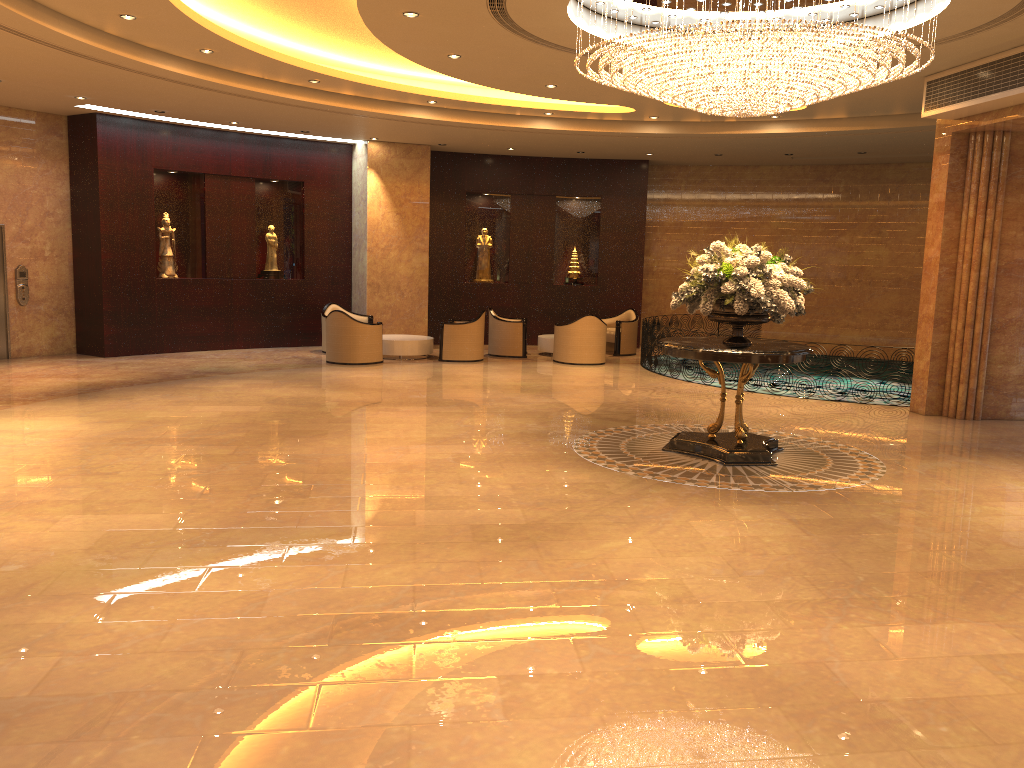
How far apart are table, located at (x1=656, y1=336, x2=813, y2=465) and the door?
11.1m

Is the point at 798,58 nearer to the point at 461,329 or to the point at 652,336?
the point at 652,336

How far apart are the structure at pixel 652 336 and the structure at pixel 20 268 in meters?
10.3

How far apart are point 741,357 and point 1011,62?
4.6 meters

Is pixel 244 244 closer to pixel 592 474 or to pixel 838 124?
pixel 838 124

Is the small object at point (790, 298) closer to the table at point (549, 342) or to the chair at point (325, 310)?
the table at point (549, 342)

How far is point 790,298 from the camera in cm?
801

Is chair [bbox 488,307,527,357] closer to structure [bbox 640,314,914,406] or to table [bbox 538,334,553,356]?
table [bbox 538,334,553,356]

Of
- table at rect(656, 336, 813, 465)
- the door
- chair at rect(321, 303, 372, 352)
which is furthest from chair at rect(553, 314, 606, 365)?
the door

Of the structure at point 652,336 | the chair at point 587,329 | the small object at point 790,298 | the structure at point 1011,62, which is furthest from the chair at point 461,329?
the structure at point 1011,62
